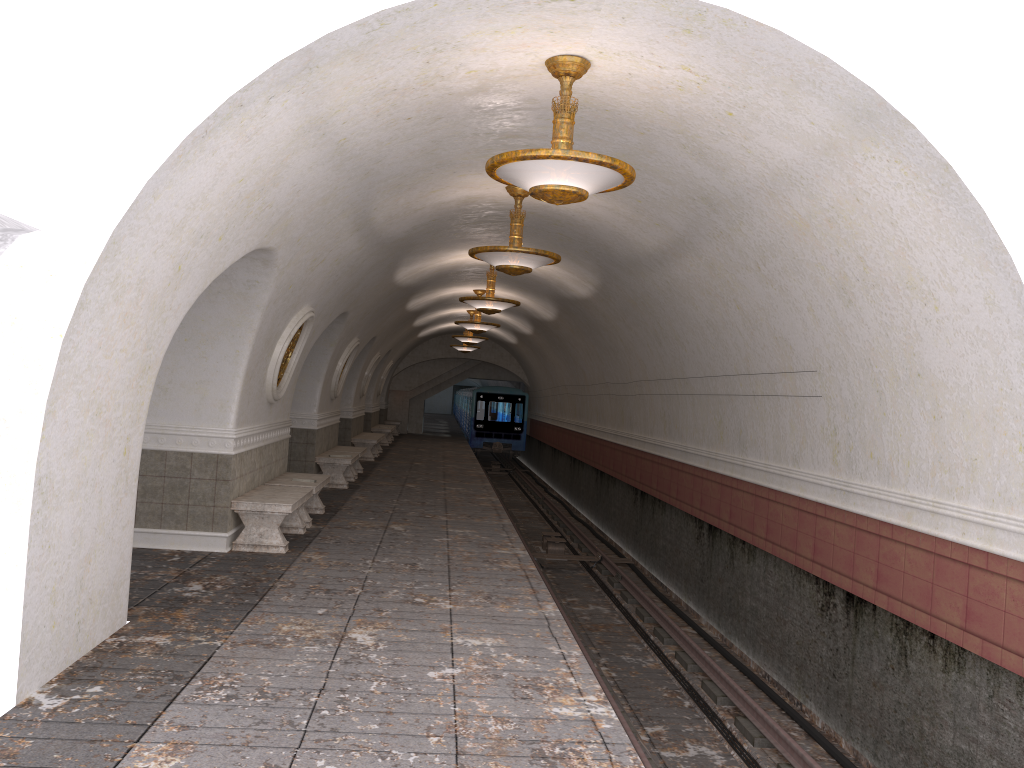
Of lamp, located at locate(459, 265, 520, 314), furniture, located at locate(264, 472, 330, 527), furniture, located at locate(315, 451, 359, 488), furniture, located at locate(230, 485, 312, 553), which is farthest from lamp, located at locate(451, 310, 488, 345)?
furniture, located at locate(230, 485, 312, 553)

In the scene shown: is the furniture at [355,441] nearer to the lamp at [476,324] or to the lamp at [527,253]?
the lamp at [476,324]

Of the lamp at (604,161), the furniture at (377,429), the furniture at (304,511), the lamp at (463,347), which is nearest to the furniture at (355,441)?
the furniture at (377,429)

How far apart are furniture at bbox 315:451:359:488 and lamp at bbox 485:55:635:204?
9.5 meters

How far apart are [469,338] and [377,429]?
5.1m

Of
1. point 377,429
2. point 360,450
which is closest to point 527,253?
point 360,450

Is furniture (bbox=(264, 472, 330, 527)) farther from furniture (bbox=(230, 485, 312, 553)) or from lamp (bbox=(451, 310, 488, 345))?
lamp (bbox=(451, 310, 488, 345))

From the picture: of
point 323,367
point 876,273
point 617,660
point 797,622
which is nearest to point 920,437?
point 876,273

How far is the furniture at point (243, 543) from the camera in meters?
8.9

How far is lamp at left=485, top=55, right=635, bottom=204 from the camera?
5.5 meters
